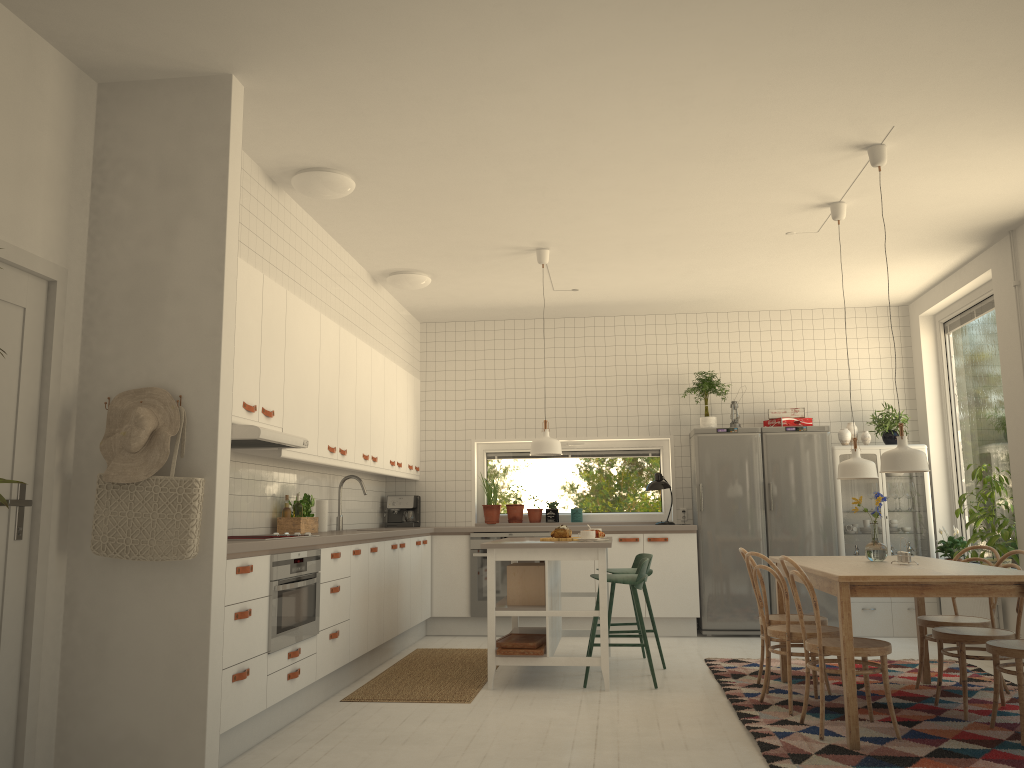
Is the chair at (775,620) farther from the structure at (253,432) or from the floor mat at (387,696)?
the structure at (253,432)

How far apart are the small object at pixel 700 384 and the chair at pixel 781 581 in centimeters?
299cm

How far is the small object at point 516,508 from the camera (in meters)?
8.28

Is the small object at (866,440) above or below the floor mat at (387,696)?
above

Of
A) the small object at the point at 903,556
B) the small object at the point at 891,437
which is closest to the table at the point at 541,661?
the small object at the point at 903,556

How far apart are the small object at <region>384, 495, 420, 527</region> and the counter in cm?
79

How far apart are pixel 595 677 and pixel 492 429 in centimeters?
318cm

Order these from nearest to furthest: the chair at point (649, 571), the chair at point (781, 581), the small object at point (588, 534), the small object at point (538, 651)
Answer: the chair at point (781, 581), the small object at point (538, 651), the small object at point (588, 534), the chair at point (649, 571)

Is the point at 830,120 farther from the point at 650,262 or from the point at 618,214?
the point at 650,262

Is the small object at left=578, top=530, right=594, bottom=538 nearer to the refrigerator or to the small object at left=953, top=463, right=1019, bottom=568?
the refrigerator
